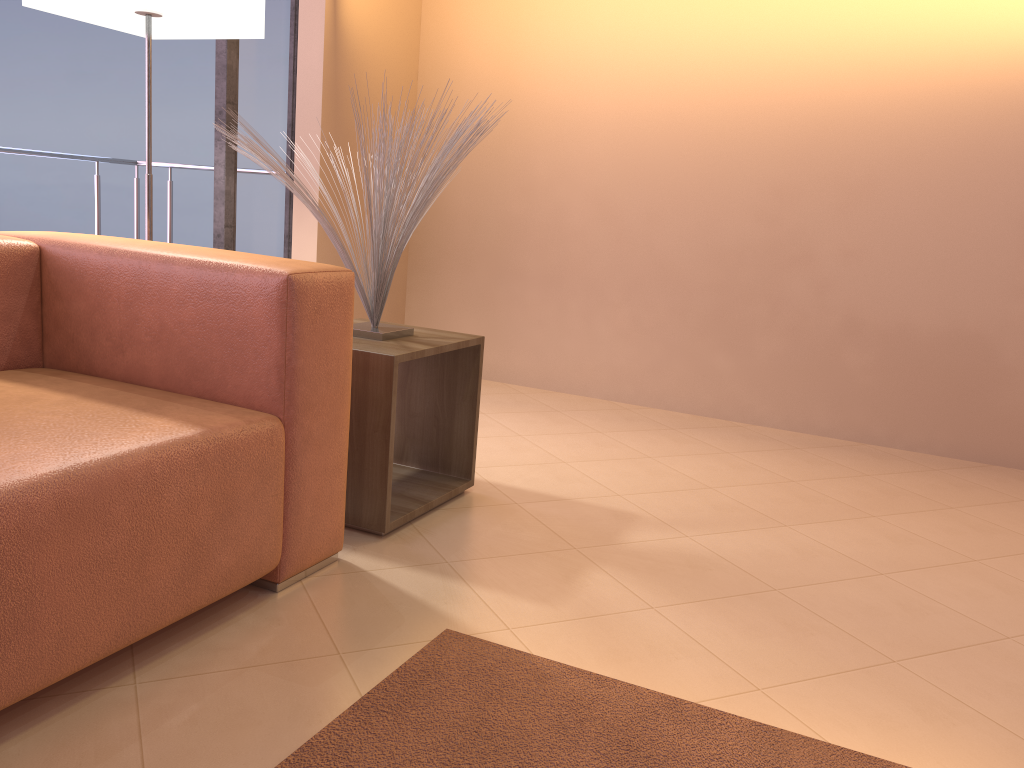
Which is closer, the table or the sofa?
the sofa

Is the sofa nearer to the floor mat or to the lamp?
the floor mat

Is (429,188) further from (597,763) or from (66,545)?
(597,763)

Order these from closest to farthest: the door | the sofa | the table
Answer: the sofa, the table, the door

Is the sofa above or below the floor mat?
above

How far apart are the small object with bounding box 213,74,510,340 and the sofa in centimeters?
24cm

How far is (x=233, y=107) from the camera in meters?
3.3

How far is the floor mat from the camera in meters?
1.3 m

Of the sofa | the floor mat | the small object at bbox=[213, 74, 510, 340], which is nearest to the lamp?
the small object at bbox=[213, 74, 510, 340]

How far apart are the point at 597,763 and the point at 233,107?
2.78m
